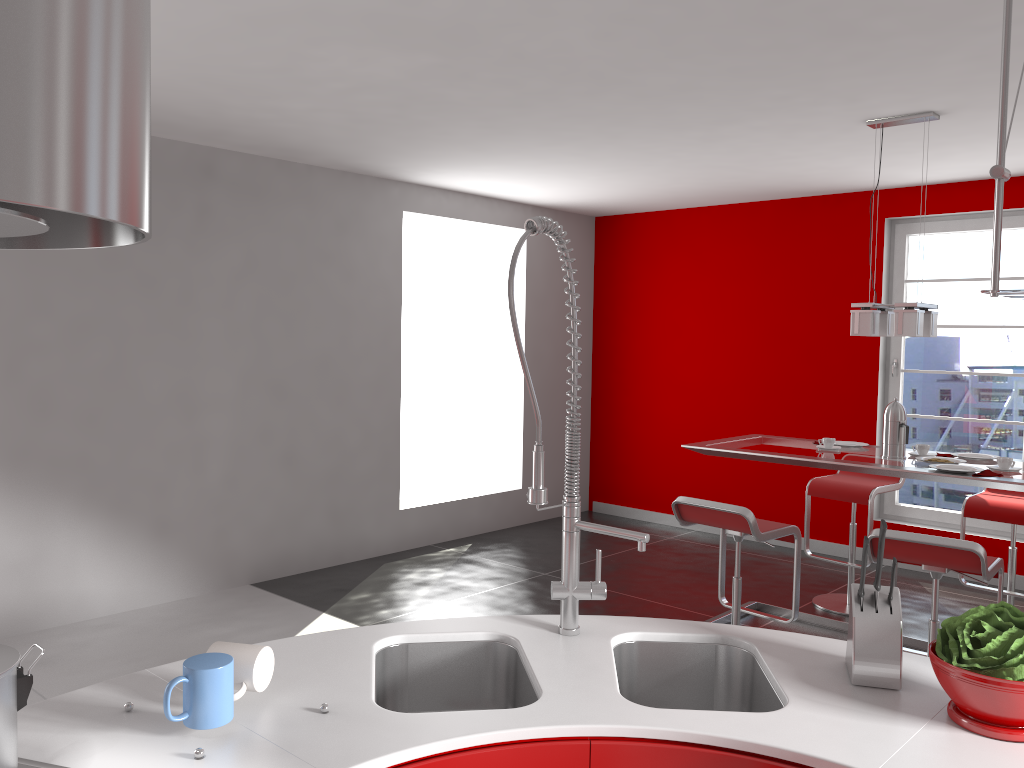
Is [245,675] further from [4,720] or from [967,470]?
[967,470]

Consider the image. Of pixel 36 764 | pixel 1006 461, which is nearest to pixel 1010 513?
pixel 1006 461

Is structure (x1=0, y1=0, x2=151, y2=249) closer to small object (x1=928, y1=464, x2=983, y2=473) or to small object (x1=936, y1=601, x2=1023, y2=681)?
small object (x1=936, y1=601, x2=1023, y2=681)

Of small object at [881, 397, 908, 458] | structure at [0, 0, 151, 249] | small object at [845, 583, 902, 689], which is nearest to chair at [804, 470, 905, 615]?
small object at [881, 397, 908, 458]

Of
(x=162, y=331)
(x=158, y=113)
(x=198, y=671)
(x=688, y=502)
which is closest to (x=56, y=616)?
(x=162, y=331)

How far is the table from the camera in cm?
371

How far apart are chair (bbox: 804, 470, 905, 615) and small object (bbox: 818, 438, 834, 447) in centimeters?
65cm

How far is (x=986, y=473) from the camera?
3.7m

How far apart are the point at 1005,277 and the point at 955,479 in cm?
265

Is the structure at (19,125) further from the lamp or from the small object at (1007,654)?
the lamp
